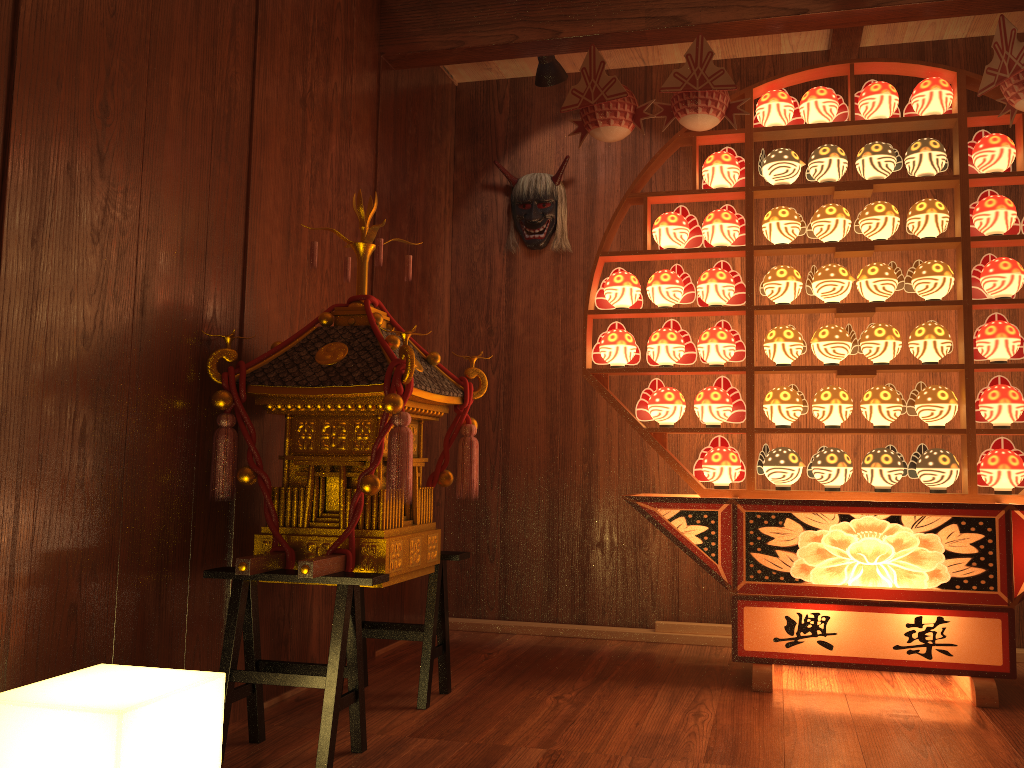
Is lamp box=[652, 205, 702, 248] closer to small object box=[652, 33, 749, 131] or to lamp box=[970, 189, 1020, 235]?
small object box=[652, 33, 749, 131]

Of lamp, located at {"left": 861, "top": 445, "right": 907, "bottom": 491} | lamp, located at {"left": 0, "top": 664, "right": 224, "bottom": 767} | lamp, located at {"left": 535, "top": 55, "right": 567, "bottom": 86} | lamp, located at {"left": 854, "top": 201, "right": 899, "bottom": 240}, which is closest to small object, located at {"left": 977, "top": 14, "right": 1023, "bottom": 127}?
lamp, located at {"left": 854, "top": 201, "right": 899, "bottom": 240}

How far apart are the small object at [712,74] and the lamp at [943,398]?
1.1m

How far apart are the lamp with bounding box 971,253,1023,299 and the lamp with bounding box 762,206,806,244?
0.58m

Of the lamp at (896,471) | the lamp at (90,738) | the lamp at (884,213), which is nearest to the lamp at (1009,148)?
the lamp at (884,213)

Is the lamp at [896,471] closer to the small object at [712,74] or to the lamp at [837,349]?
the lamp at [837,349]

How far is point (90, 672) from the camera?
1.73m

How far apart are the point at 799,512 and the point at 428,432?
1.65m

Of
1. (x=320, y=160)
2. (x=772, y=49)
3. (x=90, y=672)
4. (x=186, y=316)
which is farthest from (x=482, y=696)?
(x=772, y=49)

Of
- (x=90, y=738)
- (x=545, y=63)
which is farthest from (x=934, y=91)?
(x=90, y=738)
